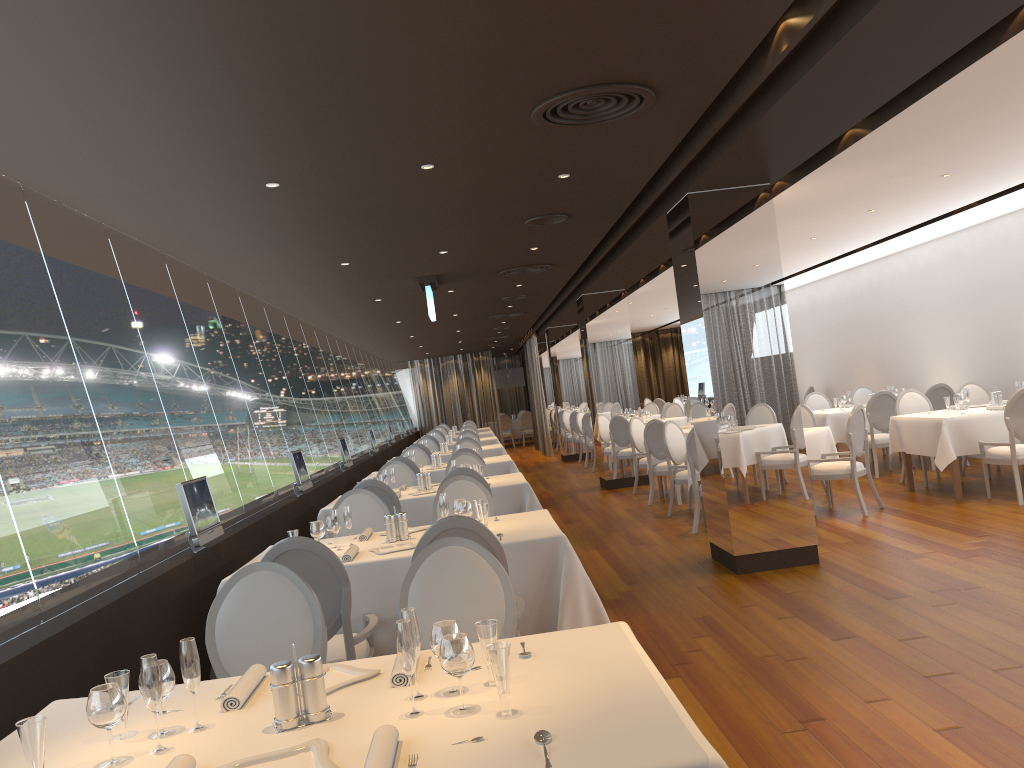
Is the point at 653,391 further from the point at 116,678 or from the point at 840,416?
the point at 116,678

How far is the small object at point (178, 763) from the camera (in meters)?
1.97

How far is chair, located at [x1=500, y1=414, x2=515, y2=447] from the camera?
27.6 meters

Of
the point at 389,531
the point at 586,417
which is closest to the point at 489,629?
the point at 389,531

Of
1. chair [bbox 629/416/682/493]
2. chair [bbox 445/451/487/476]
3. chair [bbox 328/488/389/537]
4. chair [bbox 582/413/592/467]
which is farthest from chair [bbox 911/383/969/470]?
chair [bbox 328/488/389/537]

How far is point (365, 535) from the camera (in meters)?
5.38

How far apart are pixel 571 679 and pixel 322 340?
11.6 meters

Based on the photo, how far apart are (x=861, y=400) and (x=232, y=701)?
12.54m

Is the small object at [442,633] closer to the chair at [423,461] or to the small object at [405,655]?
the small object at [405,655]

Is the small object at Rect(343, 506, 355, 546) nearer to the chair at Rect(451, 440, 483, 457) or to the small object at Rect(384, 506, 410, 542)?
the small object at Rect(384, 506, 410, 542)
